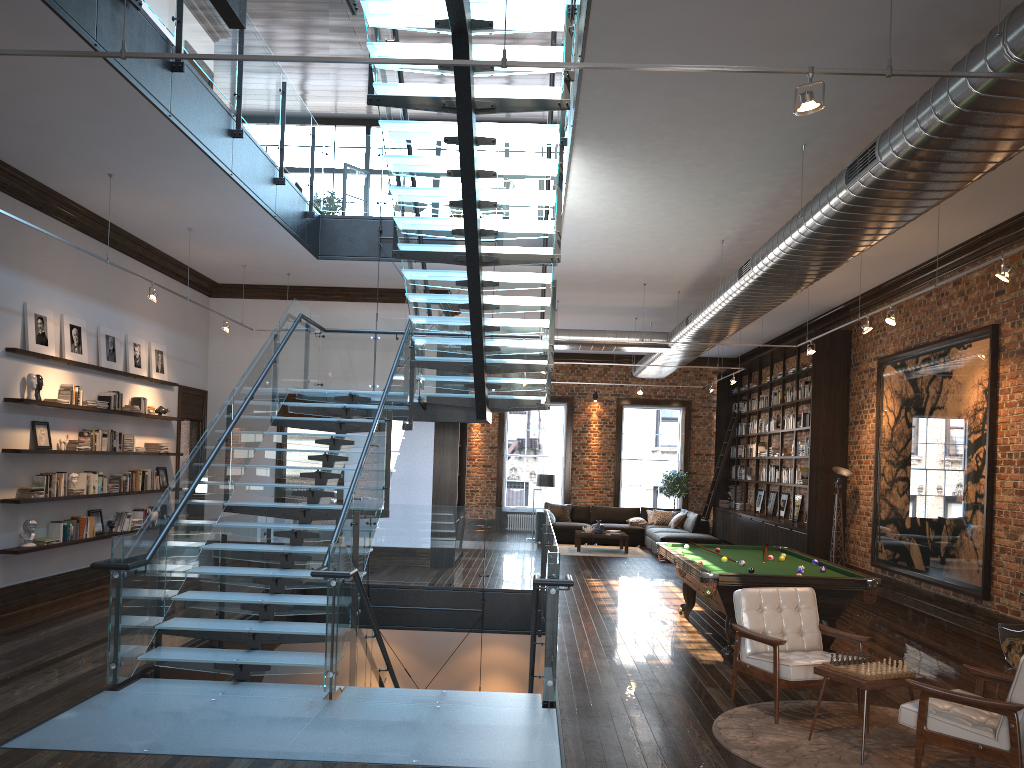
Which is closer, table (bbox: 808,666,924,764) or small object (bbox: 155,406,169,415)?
table (bbox: 808,666,924,764)

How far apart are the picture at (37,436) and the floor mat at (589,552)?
10.03m

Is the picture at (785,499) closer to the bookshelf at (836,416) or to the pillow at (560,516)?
the bookshelf at (836,416)

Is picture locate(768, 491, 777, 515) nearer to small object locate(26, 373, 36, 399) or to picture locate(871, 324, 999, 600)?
picture locate(871, 324, 999, 600)

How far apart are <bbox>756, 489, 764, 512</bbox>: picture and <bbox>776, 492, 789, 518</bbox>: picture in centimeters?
174cm

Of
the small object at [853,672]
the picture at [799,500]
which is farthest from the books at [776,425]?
the small object at [853,672]

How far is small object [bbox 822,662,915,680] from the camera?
5.4m

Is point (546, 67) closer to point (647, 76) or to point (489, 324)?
point (647, 76)

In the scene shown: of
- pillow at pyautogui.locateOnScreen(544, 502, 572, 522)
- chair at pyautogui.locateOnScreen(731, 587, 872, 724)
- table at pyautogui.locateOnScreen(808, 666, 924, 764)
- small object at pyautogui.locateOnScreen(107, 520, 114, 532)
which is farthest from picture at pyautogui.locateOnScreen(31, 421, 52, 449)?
pillow at pyautogui.locateOnScreen(544, 502, 572, 522)

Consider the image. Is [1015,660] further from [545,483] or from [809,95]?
[545,483]
